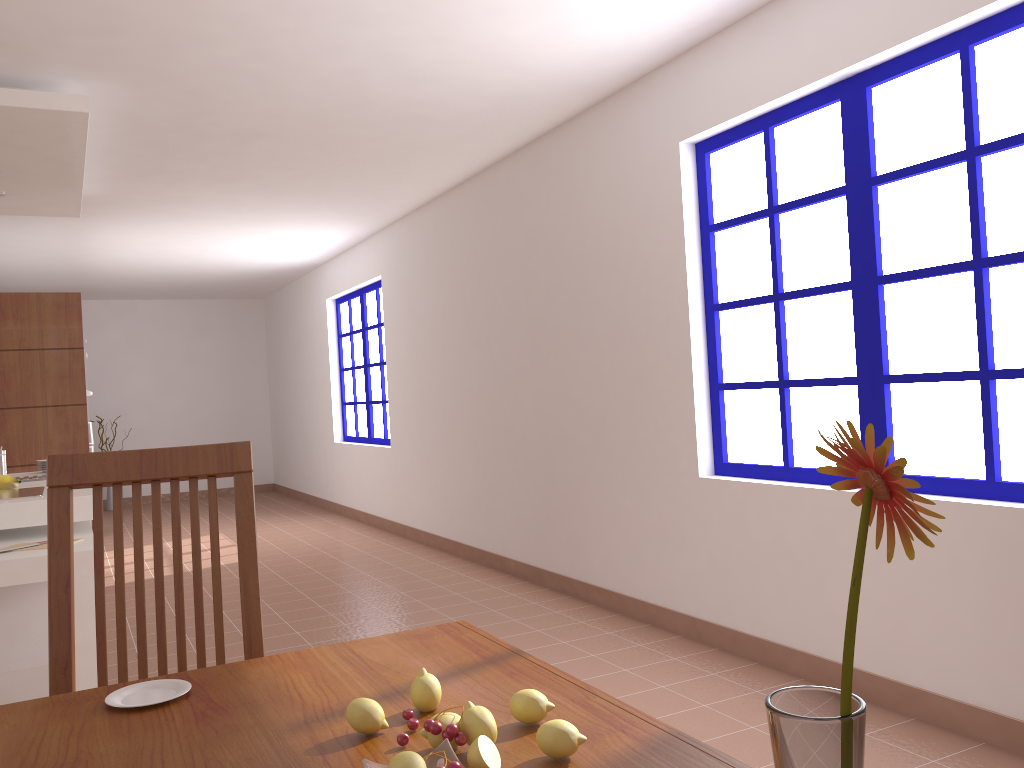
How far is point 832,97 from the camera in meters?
3.1

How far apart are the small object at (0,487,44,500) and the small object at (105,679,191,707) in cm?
291

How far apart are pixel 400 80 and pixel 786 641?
2.8 meters

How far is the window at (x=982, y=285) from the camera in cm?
267

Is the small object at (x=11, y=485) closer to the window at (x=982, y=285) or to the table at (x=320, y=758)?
the window at (x=982, y=285)

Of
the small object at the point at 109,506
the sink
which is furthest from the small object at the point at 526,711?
the small object at the point at 109,506

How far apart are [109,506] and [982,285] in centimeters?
989cm

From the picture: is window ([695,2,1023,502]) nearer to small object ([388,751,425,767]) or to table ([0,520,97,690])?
small object ([388,751,425,767])

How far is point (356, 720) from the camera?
1.00m

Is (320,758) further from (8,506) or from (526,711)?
(8,506)
